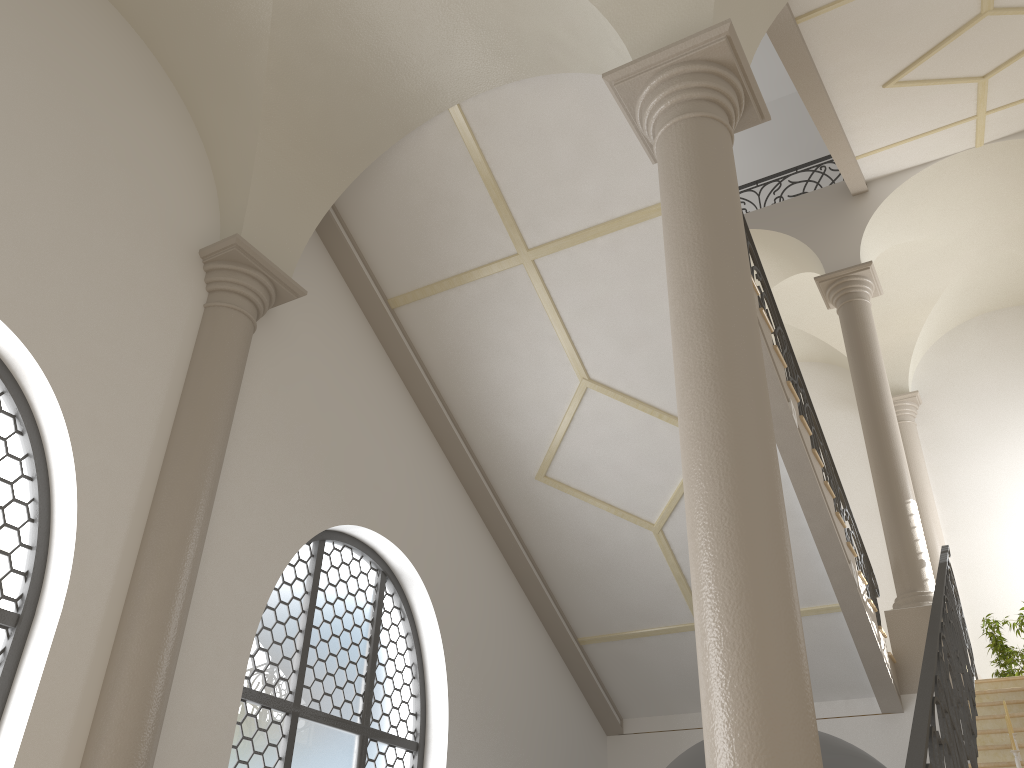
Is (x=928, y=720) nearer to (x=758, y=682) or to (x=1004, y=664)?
(x=758, y=682)

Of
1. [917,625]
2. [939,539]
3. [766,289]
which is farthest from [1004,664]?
[766,289]

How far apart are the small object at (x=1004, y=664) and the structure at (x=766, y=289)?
2.2 meters

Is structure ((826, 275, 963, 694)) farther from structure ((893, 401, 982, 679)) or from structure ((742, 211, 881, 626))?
structure ((893, 401, 982, 679))

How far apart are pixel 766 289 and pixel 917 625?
3.60m

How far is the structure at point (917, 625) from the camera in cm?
847

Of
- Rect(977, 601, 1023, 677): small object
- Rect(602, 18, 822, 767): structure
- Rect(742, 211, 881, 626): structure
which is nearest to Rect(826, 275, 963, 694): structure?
Rect(742, 211, 881, 626): structure

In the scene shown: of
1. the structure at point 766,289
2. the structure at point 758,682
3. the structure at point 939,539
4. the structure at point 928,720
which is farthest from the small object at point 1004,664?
the structure at point 758,682

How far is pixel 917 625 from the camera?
8.47m

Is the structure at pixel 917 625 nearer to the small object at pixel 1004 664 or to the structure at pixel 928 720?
the structure at pixel 928 720
